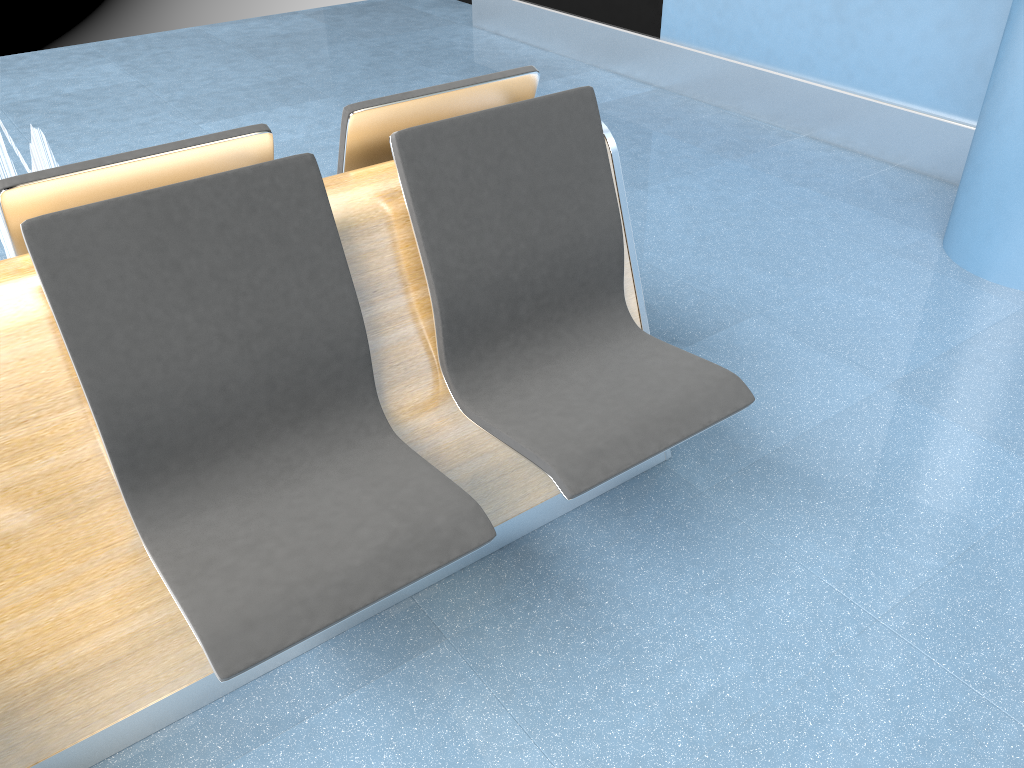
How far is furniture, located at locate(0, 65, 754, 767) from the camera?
1.4 meters

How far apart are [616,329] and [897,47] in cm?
255

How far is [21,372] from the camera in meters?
1.4

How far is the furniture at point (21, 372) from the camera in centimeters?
143cm
